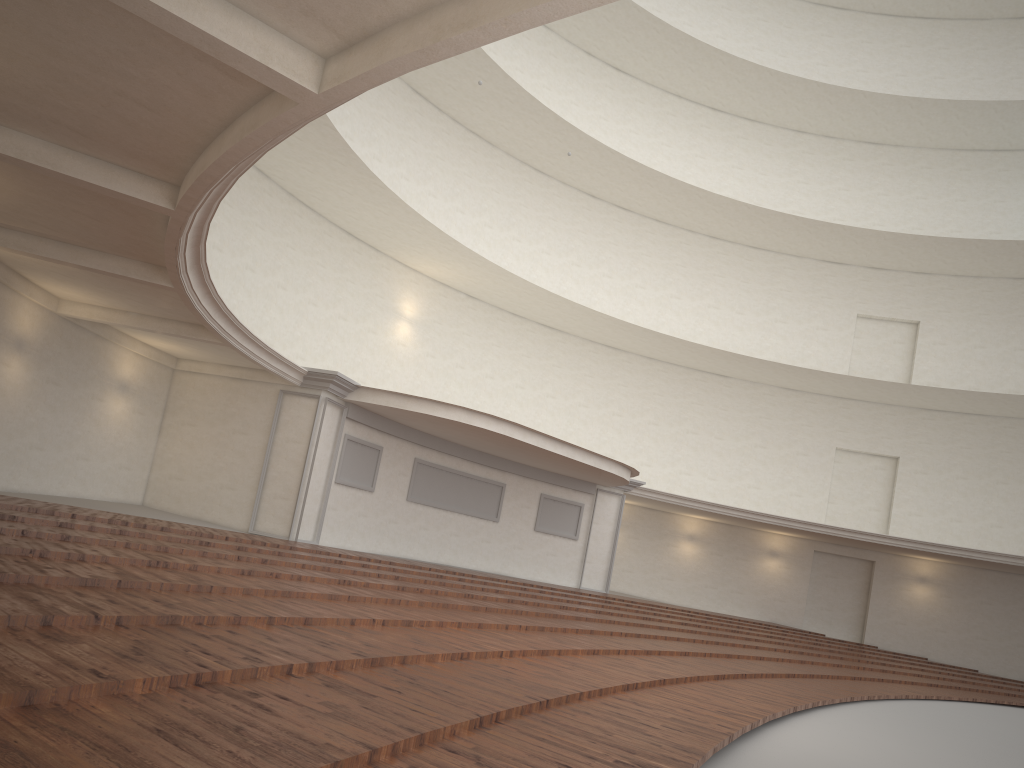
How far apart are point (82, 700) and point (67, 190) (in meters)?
6.11
